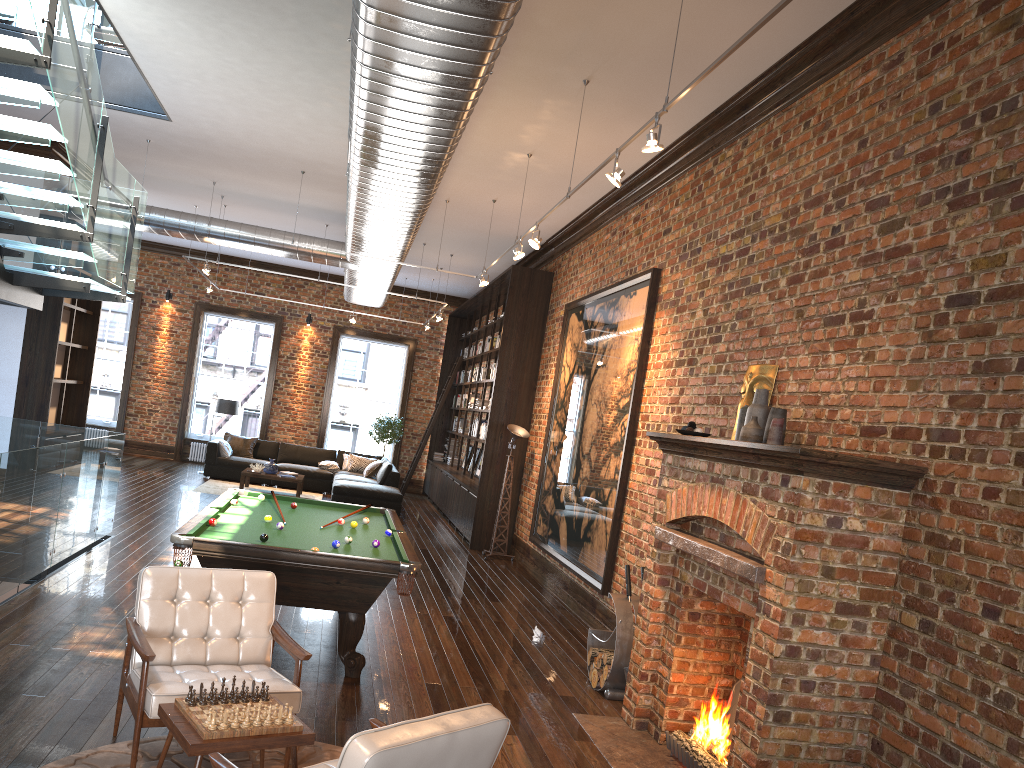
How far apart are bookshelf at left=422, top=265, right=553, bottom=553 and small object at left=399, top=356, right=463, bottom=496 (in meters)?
0.18

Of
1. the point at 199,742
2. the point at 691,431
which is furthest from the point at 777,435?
the point at 199,742

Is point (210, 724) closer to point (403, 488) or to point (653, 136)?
point (653, 136)

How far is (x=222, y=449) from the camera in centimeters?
1635cm

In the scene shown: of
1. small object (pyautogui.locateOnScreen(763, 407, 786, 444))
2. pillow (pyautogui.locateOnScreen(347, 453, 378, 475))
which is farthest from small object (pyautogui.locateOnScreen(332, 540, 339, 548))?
pillow (pyautogui.locateOnScreen(347, 453, 378, 475))

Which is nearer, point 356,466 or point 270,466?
point 270,466

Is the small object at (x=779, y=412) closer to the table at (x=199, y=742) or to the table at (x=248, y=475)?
the table at (x=199, y=742)

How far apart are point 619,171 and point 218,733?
3.9 meters

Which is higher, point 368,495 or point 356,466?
point 356,466

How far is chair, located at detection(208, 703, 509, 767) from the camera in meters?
2.5 m
